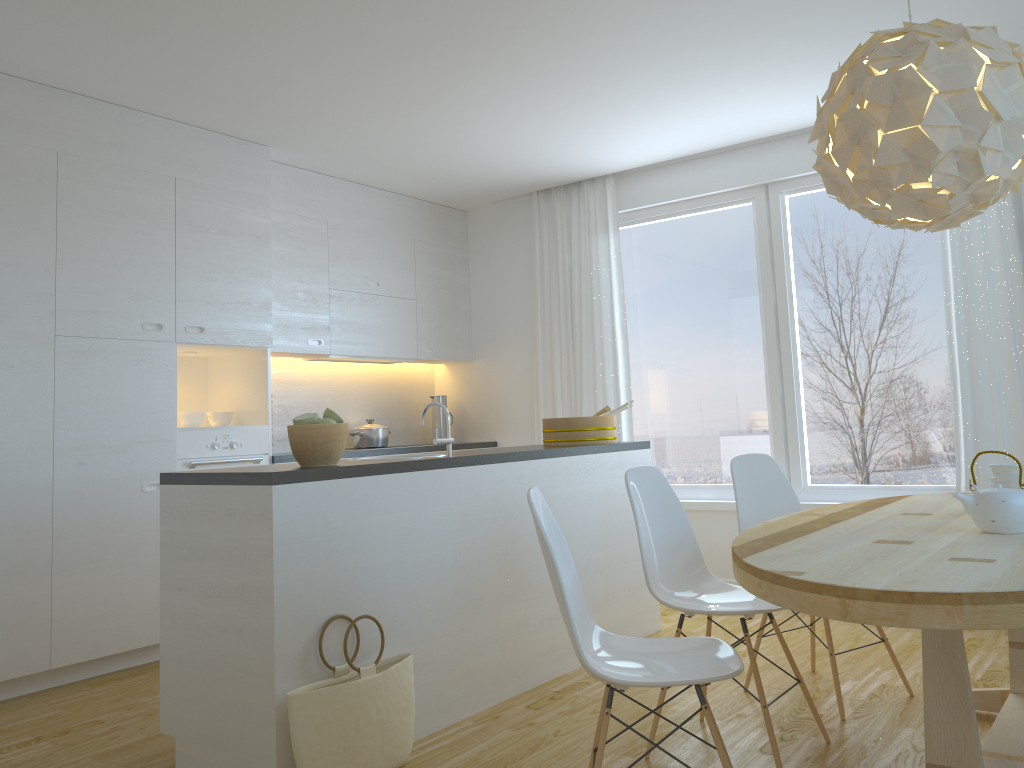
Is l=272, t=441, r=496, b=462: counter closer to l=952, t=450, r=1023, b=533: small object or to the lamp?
the lamp

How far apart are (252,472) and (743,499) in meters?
1.9 m

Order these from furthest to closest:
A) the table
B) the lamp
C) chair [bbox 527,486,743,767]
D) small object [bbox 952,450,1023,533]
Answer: the lamp
small object [bbox 952,450,1023,533]
chair [bbox 527,486,743,767]
the table

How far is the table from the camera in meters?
1.6

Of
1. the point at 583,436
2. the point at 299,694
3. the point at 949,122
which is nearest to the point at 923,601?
the point at 949,122

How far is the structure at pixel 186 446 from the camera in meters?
4.5

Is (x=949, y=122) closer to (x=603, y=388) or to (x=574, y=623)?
(x=574, y=623)

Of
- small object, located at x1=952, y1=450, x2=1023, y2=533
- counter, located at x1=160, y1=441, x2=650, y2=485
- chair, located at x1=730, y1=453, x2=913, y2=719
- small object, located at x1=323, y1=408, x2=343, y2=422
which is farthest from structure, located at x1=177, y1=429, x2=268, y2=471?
small object, located at x1=952, y1=450, x2=1023, y2=533

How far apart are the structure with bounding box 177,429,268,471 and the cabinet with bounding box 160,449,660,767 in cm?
151

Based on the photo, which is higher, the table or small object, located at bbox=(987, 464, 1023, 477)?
small object, located at bbox=(987, 464, 1023, 477)
